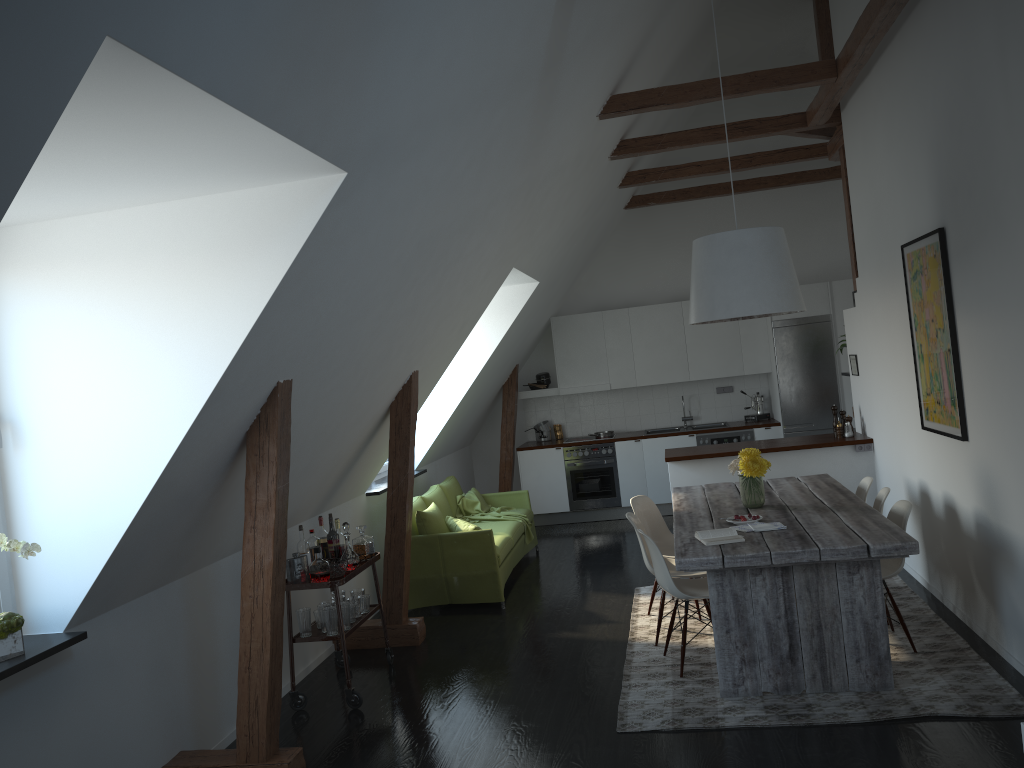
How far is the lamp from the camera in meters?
5.1 m

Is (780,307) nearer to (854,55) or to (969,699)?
(854,55)

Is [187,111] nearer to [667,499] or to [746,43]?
[746,43]

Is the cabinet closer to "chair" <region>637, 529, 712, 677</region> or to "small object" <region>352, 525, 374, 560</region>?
"chair" <region>637, 529, 712, 677</region>

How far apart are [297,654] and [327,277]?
2.9 meters

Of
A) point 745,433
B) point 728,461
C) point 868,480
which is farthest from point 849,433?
point 745,433

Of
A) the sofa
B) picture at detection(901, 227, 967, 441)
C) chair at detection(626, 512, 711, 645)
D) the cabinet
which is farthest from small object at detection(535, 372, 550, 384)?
picture at detection(901, 227, 967, 441)

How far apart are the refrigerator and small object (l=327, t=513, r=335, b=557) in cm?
577

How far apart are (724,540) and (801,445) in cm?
304

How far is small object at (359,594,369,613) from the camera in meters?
5.5 m
